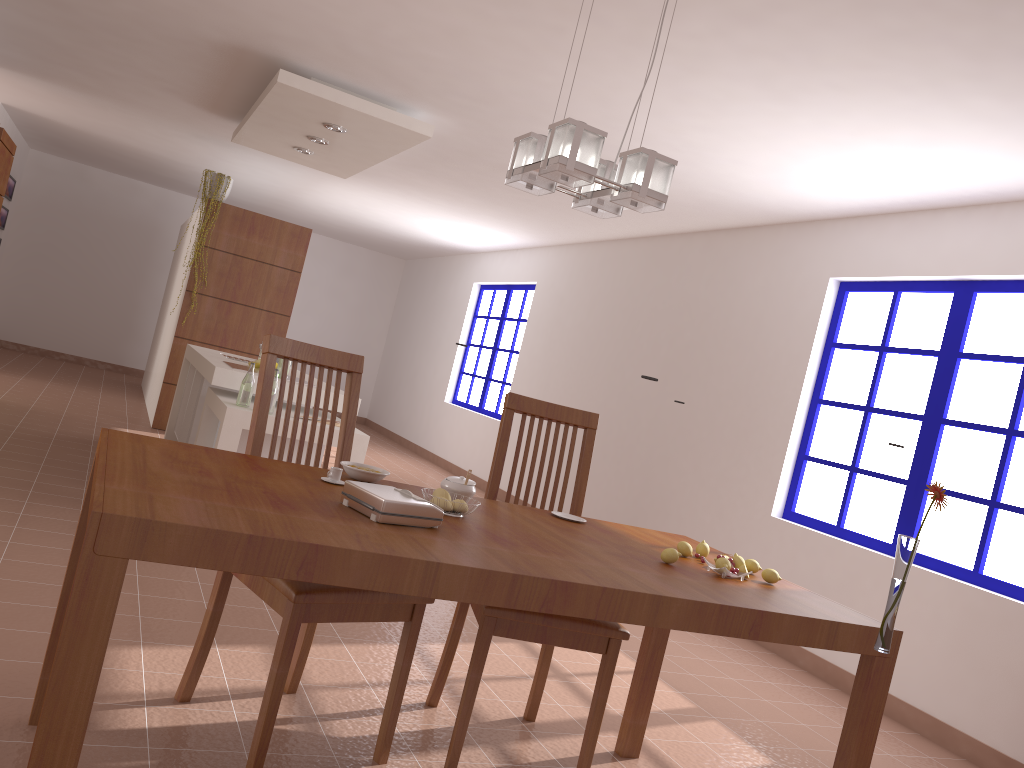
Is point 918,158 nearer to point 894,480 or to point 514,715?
point 894,480

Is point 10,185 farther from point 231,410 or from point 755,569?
point 755,569

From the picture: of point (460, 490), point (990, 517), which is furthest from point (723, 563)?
point (990, 517)

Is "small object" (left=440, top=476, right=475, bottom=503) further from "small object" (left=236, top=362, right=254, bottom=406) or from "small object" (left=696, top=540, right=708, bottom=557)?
"small object" (left=236, top=362, right=254, bottom=406)

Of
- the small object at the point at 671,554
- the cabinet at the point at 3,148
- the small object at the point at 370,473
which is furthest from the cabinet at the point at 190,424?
the small object at the point at 671,554

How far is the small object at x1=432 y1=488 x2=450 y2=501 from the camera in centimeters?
222cm

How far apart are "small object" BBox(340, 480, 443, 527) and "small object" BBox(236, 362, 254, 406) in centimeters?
276cm

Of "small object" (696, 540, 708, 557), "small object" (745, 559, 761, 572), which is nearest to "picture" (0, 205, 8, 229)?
"small object" (696, 540, 708, 557)

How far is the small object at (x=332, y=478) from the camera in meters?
2.2 m

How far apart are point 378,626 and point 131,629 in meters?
1.0
